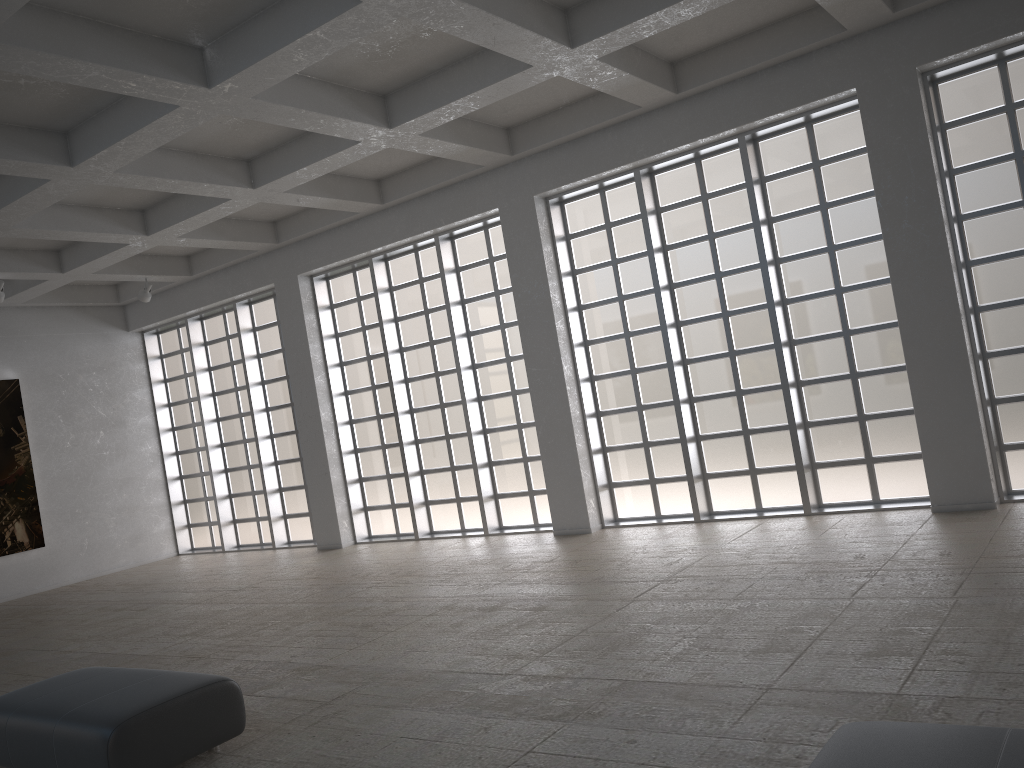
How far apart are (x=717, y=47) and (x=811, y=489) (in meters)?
8.81
